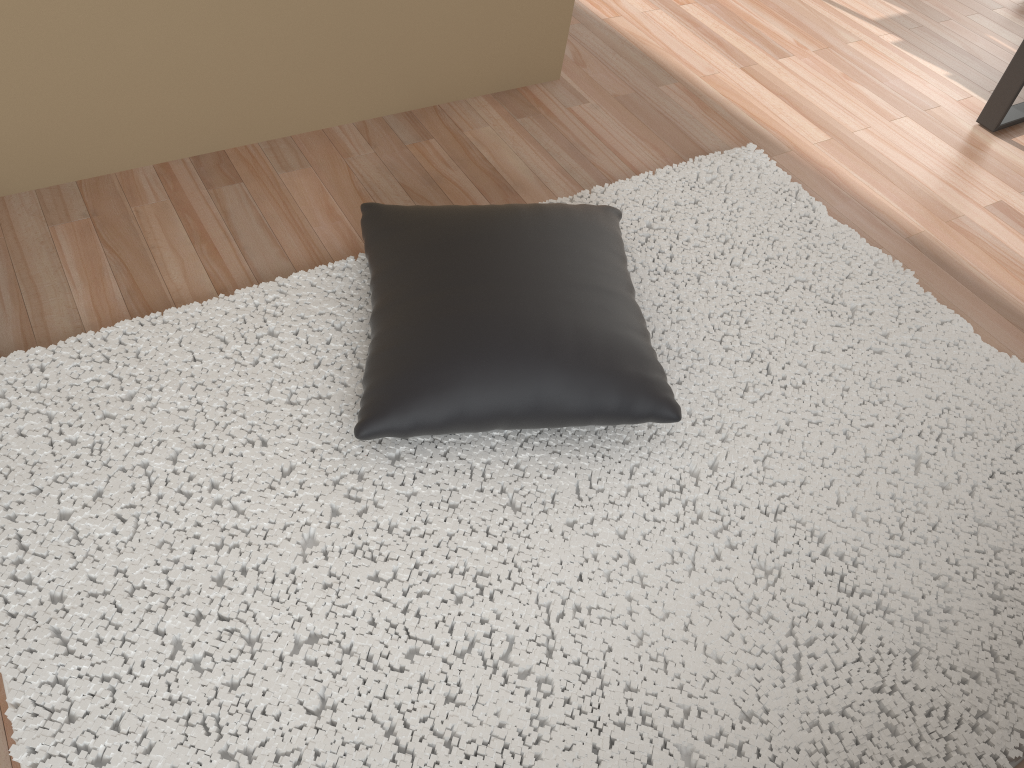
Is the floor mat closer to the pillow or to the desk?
the pillow

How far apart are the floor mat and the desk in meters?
0.9

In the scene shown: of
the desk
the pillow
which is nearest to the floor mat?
the pillow

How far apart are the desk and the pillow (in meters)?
1.49

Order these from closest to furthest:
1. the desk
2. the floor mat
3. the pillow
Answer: the floor mat → the pillow → the desk

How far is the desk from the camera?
2.6m

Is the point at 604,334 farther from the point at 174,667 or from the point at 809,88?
the point at 809,88

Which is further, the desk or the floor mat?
→ the desk

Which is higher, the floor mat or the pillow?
the pillow

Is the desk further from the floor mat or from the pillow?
the pillow
